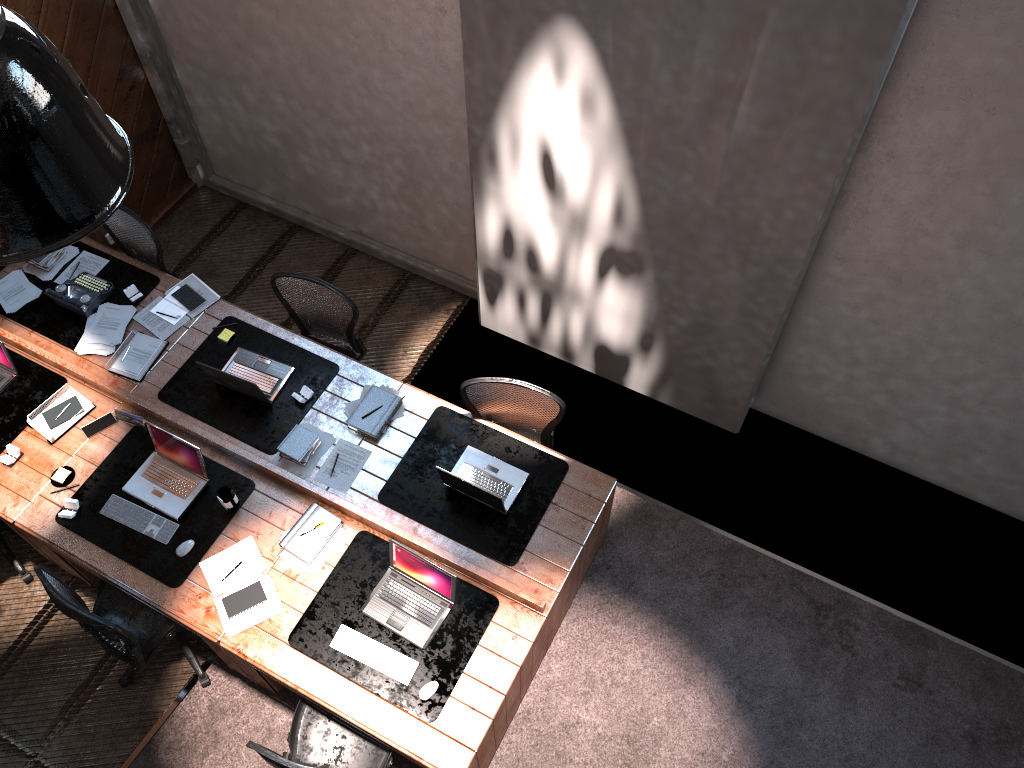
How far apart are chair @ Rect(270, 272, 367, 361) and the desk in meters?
0.2 m

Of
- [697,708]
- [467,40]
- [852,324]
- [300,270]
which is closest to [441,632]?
[697,708]

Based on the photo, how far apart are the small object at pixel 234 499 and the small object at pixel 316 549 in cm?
32

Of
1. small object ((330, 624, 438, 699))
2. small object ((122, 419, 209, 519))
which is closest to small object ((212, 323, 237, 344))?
small object ((122, 419, 209, 519))

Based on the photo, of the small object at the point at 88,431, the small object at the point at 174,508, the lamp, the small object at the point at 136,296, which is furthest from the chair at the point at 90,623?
the lamp

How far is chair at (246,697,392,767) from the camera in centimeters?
430cm

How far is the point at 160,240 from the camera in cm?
682

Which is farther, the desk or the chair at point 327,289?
the chair at point 327,289

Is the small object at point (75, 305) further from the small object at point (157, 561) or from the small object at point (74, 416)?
the small object at point (157, 561)

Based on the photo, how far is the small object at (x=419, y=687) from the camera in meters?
4.2 m
